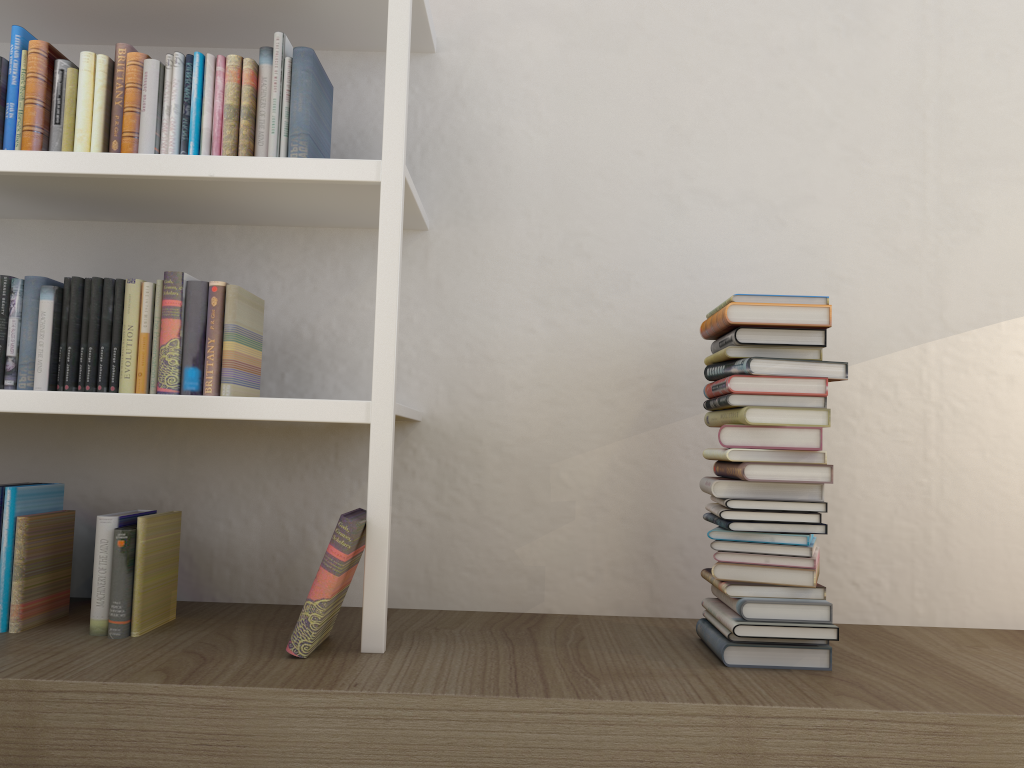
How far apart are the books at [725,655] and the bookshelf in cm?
61

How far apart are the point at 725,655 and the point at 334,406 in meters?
0.9 m

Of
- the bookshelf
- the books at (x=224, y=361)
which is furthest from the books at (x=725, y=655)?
the books at (x=224, y=361)

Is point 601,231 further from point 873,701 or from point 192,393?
point 873,701

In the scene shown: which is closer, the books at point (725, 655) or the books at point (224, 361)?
the books at point (725, 655)

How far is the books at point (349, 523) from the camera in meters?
1.6 m

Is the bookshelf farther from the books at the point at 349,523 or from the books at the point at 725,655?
the books at the point at 725,655

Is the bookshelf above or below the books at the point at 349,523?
above

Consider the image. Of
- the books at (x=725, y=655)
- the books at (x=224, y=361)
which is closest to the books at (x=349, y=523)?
the books at (x=224, y=361)

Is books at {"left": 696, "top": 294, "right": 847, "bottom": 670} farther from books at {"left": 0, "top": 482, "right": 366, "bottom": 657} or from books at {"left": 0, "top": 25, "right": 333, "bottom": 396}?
books at {"left": 0, "top": 25, "right": 333, "bottom": 396}
